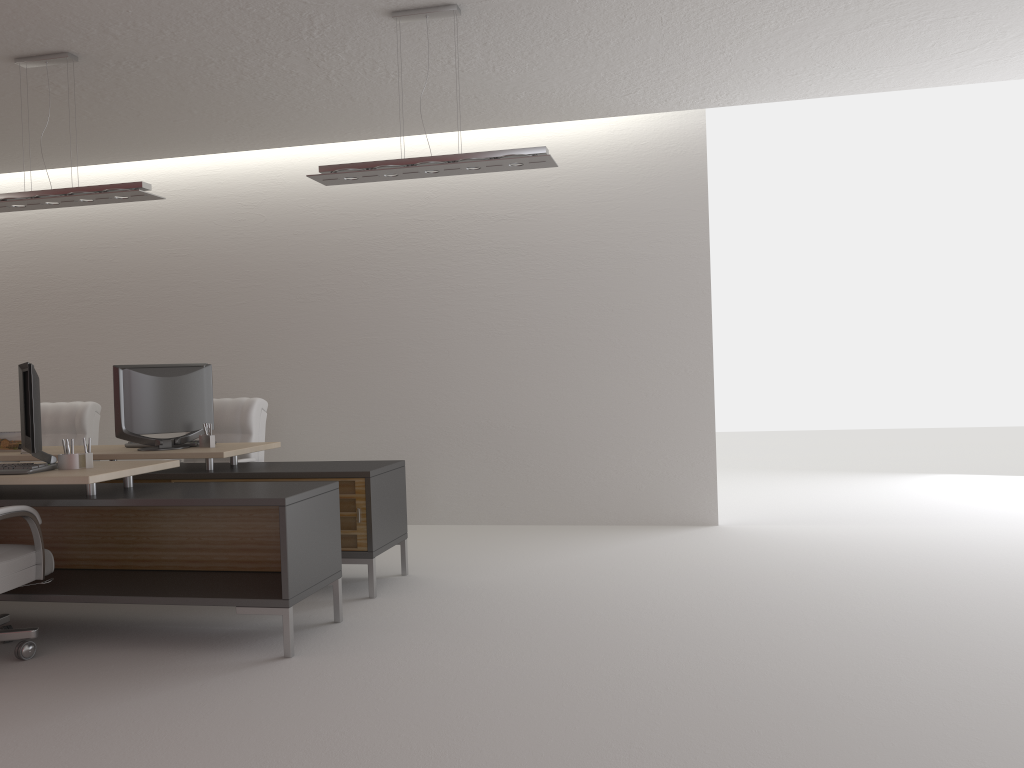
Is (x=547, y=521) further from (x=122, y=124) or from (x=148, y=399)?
(x=122, y=124)

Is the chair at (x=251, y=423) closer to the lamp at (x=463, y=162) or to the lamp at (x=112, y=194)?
the lamp at (x=112, y=194)

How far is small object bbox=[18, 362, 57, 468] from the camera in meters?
6.2

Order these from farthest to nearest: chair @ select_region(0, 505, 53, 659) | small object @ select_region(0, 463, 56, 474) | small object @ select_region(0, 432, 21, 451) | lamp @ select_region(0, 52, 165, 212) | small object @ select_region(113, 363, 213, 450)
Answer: small object @ select_region(0, 432, 21, 451) < small object @ select_region(113, 363, 213, 450) < lamp @ select_region(0, 52, 165, 212) < small object @ select_region(0, 463, 56, 474) < chair @ select_region(0, 505, 53, 659)

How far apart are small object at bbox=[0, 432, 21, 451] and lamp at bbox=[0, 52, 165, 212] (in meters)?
2.19

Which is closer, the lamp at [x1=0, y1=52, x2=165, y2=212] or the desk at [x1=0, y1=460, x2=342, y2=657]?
the desk at [x1=0, y1=460, x2=342, y2=657]

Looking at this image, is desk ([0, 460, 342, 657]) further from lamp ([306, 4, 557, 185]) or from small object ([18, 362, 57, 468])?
lamp ([306, 4, 557, 185])

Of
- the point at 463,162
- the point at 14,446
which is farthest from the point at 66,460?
the point at 463,162

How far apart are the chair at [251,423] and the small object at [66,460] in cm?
249

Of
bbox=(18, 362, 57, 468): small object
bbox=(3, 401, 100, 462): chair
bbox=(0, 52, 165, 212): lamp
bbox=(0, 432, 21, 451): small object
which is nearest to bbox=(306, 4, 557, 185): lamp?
bbox=(0, 52, 165, 212): lamp
